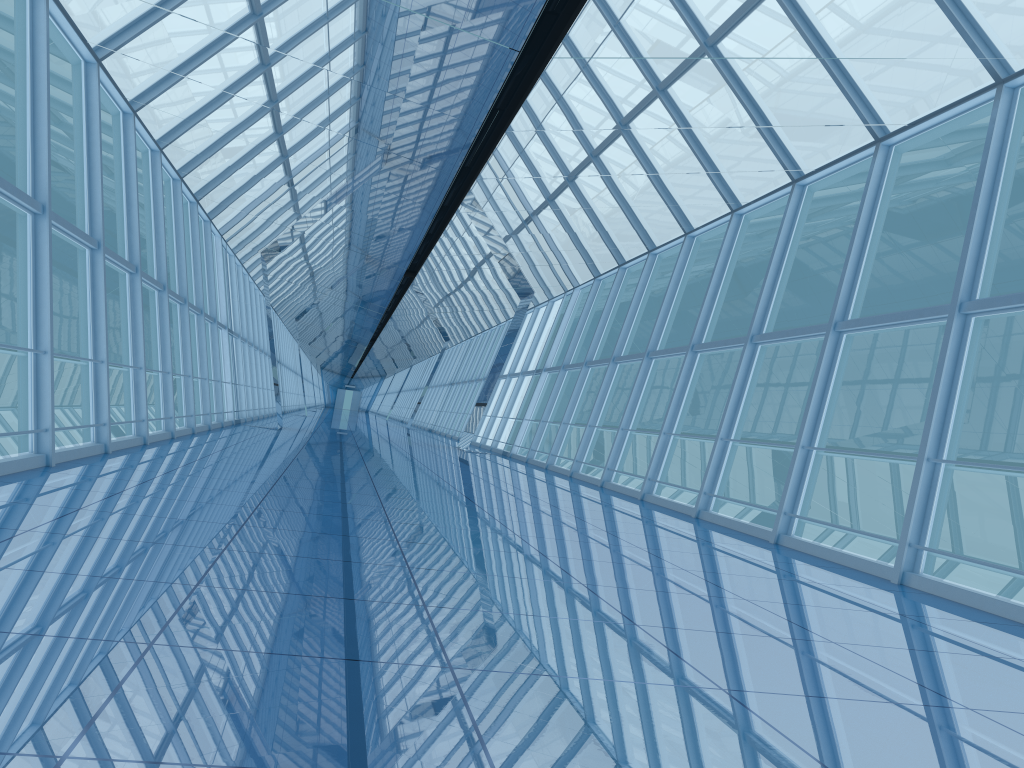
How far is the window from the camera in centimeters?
803cm

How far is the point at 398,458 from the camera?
16.1 meters

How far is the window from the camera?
8.0m
